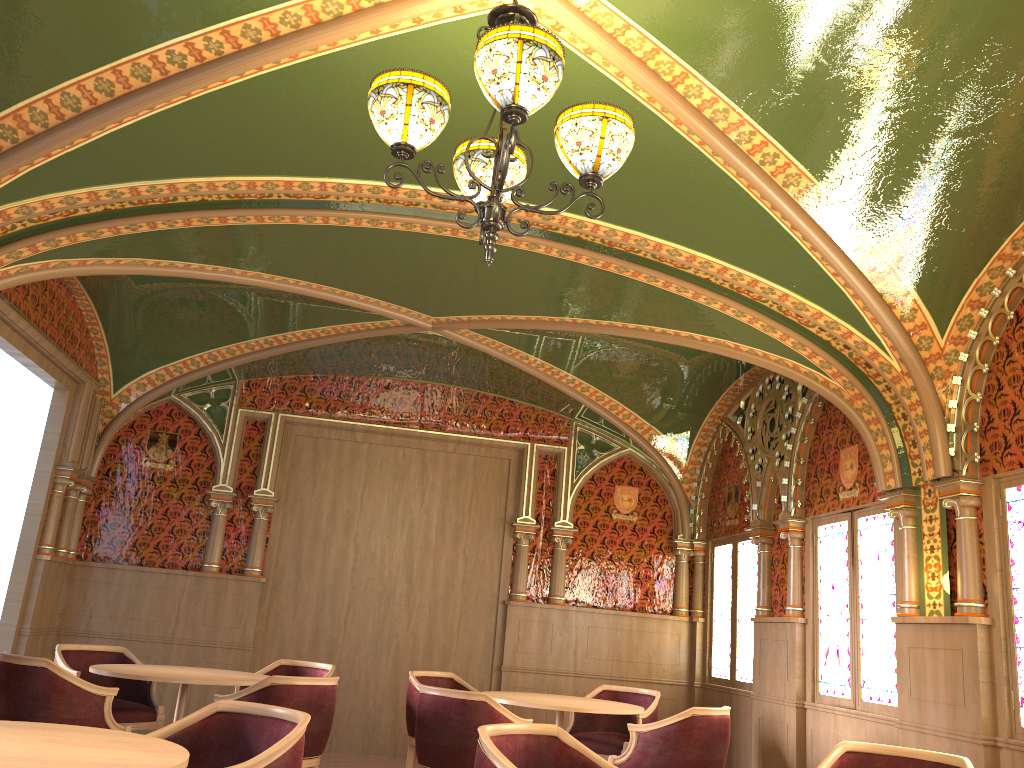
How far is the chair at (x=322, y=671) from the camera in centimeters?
661cm

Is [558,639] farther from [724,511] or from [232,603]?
[232,603]

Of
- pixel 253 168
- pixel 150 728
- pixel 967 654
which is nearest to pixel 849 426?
pixel 967 654

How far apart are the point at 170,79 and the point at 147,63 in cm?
11

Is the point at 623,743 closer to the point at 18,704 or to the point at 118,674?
the point at 118,674

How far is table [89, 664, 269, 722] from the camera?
5.2m

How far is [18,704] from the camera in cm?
467

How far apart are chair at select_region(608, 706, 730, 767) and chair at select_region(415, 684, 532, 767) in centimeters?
81cm

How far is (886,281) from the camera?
4.8m

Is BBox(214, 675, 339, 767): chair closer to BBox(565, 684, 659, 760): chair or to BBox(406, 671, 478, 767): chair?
BBox(406, 671, 478, 767): chair
